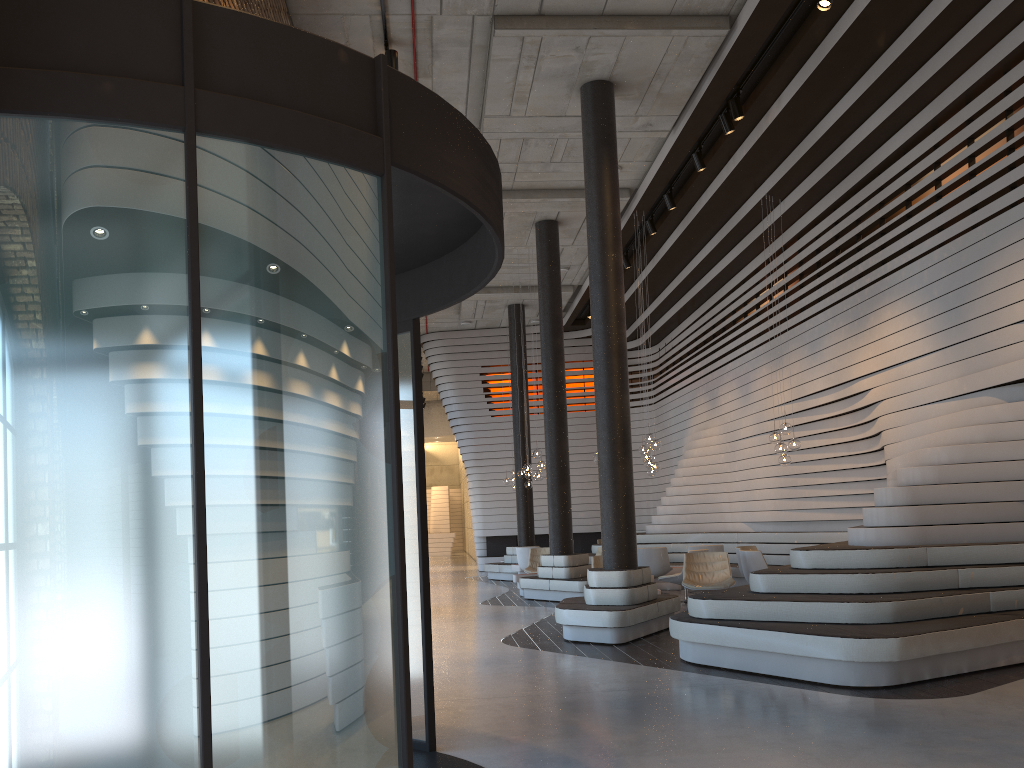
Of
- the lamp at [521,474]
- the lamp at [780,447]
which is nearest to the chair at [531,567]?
the lamp at [521,474]

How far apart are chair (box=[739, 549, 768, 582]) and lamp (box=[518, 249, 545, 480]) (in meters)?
4.52

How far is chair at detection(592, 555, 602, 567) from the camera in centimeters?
1156cm

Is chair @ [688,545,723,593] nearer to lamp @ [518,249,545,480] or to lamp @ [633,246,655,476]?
lamp @ [633,246,655,476]

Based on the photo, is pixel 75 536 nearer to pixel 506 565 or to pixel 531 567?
pixel 531 567

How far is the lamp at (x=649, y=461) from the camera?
13.2 meters

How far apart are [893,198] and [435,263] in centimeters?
1063cm

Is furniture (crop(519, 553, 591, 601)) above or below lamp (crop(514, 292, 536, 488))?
below

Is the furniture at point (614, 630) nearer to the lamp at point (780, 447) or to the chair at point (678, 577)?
the chair at point (678, 577)

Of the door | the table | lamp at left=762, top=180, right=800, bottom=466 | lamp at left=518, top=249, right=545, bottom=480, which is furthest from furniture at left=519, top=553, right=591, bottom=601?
the door
